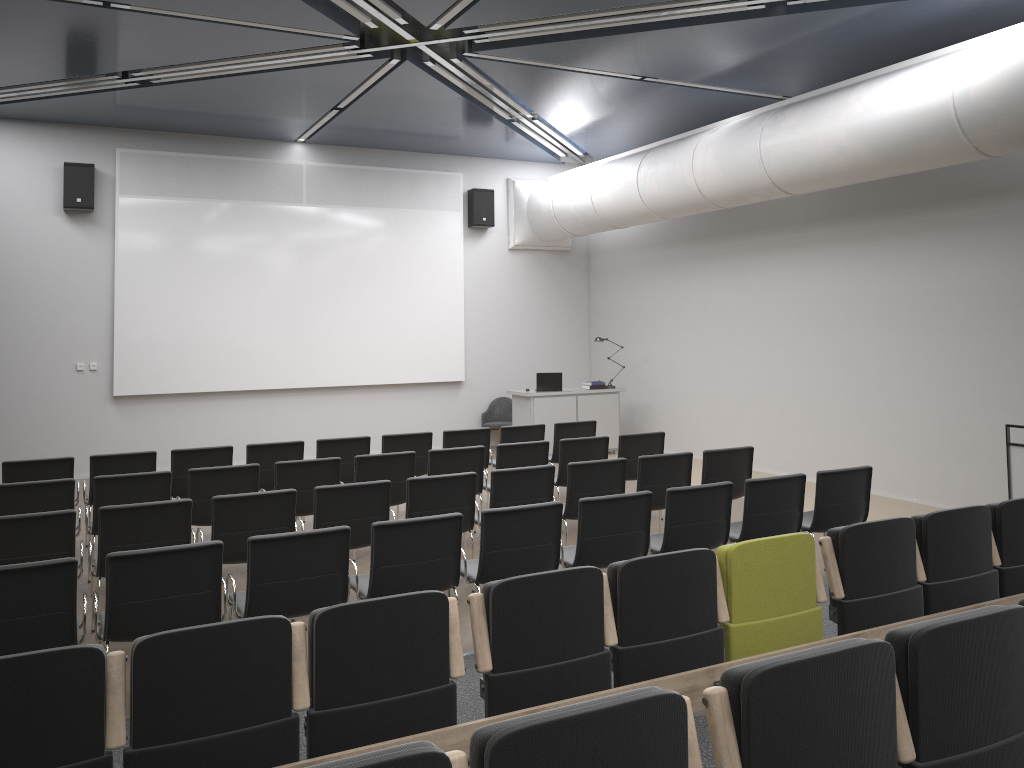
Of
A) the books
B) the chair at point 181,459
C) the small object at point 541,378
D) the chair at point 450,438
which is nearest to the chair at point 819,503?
the chair at point 450,438

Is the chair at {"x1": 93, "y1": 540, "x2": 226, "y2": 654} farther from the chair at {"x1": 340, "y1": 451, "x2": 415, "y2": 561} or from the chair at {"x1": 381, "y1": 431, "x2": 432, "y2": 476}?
the chair at {"x1": 381, "y1": 431, "x2": 432, "y2": 476}

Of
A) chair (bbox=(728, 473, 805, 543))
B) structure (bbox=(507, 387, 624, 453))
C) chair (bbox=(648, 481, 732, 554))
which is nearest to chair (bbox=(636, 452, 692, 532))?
chair (bbox=(728, 473, 805, 543))

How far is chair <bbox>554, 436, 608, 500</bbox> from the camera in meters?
8.6

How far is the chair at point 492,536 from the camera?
5.37m

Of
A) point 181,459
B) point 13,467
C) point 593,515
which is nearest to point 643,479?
point 593,515

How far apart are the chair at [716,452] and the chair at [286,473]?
3.2 meters

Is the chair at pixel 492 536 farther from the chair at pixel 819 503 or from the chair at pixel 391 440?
the chair at pixel 391 440

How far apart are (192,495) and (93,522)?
0.74m

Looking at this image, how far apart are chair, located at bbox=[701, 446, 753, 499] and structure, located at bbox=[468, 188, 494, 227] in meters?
7.7 m
